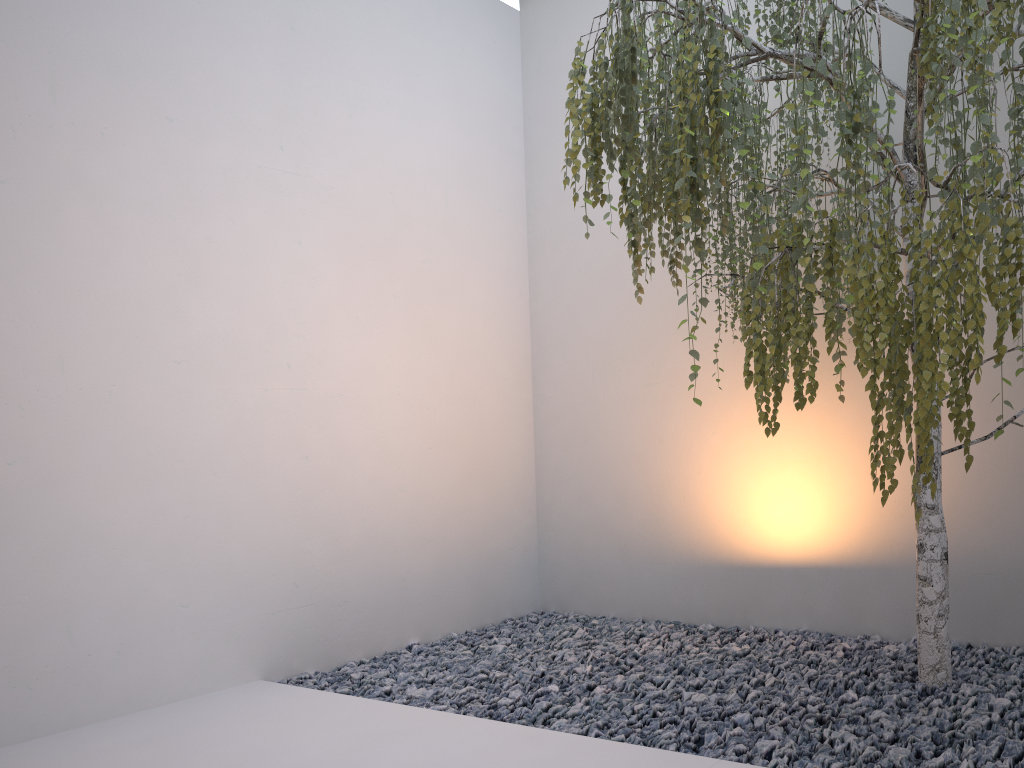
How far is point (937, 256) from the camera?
1.6 meters

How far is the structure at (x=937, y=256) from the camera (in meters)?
1.60

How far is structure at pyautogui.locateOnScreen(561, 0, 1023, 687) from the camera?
1.6 meters

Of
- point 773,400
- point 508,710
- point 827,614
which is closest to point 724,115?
point 773,400
